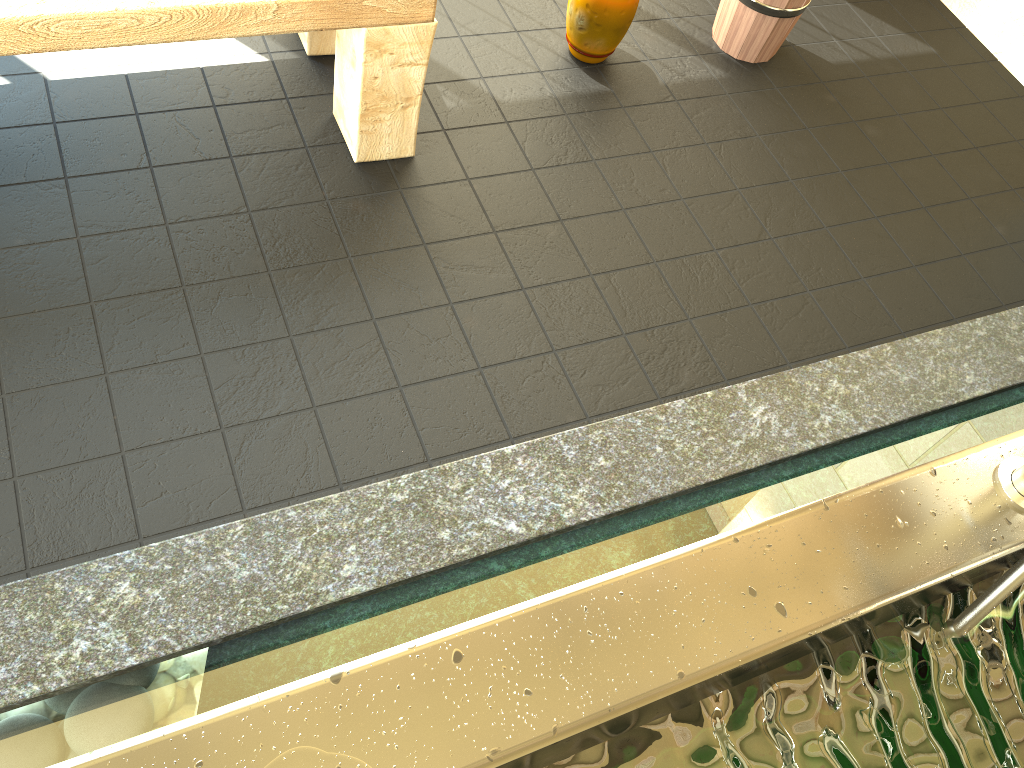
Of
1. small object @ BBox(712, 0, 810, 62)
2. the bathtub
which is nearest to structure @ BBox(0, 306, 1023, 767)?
the bathtub

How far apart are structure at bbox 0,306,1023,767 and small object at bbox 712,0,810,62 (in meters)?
0.92

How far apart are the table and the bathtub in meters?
1.2 m

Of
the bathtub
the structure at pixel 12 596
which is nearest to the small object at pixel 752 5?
the structure at pixel 12 596

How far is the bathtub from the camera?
0.6m

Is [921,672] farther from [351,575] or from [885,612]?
[351,575]

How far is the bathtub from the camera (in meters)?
0.56

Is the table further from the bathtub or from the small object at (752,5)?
the bathtub

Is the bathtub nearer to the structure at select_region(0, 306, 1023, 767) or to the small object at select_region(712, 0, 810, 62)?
the structure at select_region(0, 306, 1023, 767)

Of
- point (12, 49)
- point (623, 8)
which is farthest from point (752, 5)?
point (12, 49)
